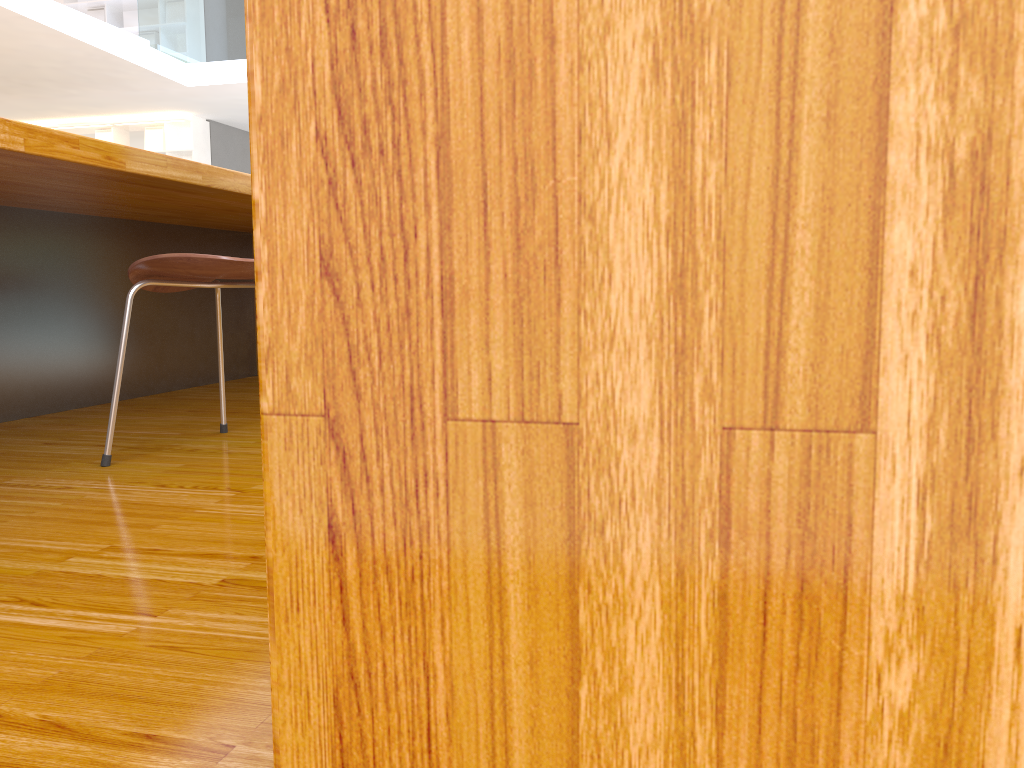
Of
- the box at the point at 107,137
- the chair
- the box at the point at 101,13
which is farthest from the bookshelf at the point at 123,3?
the chair

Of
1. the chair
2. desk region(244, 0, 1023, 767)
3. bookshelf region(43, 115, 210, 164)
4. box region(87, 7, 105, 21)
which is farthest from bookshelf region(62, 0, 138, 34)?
desk region(244, 0, 1023, 767)

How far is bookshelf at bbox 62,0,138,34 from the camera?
10.2m

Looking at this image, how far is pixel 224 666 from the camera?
0.8m

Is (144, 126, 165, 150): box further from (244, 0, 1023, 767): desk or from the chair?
(244, 0, 1023, 767): desk

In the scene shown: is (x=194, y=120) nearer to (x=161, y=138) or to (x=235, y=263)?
(x=161, y=138)

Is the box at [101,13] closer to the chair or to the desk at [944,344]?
the chair

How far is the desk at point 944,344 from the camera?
0.1 meters

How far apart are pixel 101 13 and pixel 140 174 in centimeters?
1030cm

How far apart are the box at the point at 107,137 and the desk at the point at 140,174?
8.3 meters
